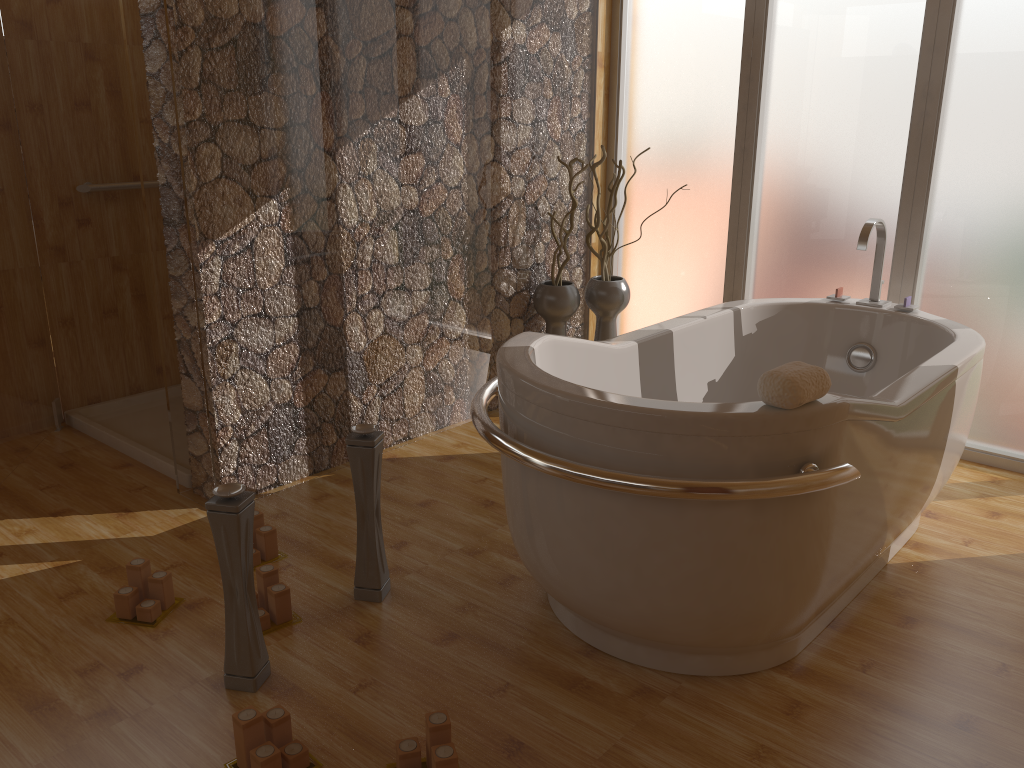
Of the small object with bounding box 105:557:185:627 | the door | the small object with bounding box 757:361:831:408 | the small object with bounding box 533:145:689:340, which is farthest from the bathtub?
the door

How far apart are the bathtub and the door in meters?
1.9

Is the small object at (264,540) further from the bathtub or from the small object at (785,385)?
the small object at (785,385)

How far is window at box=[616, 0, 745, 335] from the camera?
3.68m

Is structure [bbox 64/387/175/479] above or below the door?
below

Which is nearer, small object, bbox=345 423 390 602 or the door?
small object, bbox=345 423 390 602

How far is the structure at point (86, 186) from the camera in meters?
3.5

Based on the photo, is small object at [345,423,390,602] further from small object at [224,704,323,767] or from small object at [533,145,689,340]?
small object at [533,145,689,340]

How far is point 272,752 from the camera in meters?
1.7 m

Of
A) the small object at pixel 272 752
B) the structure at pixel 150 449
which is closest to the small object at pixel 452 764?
the small object at pixel 272 752
